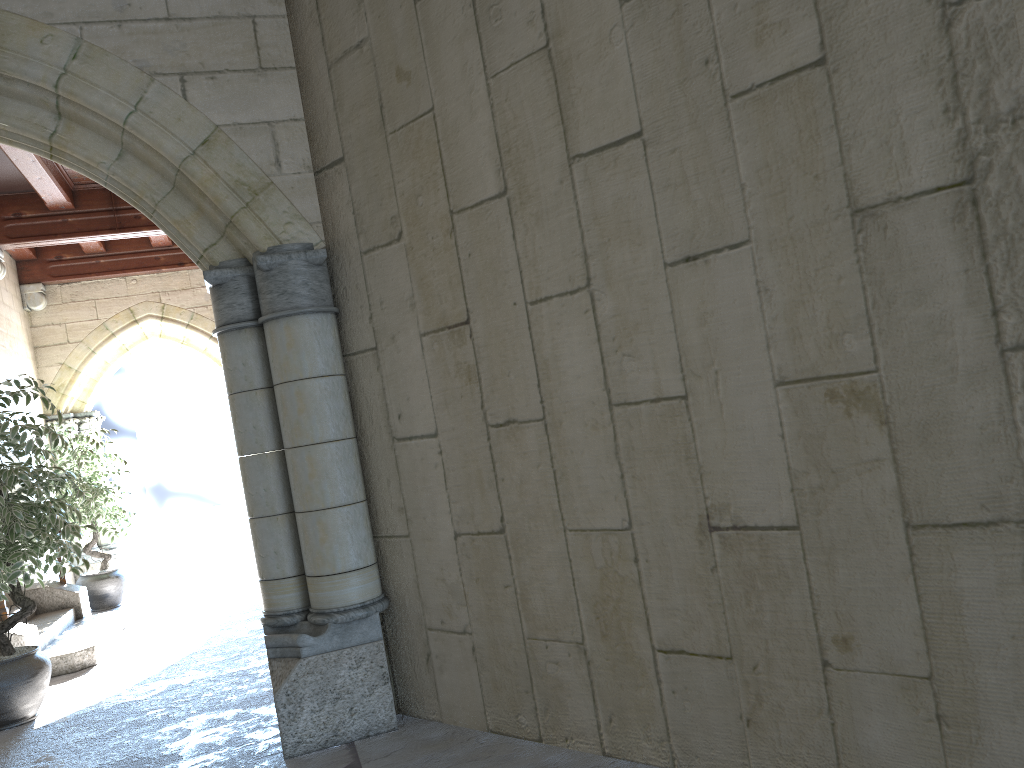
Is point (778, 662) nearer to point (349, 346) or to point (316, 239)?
point (349, 346)

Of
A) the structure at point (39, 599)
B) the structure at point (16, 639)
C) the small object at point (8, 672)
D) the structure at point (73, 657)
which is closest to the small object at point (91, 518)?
the structure at point (39, 599)

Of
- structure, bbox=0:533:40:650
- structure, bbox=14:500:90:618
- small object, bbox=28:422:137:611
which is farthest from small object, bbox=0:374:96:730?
small object, bbox=28:422:137:611

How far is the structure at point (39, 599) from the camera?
6.2 meters

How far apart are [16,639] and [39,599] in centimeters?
159cm

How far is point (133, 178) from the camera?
3.2m

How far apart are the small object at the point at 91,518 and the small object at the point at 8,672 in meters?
2.6

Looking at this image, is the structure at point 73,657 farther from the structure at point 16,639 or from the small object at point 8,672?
the small object at point 8,672

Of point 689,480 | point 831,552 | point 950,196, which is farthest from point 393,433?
point 950,196

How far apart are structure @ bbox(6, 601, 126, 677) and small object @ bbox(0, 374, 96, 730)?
0.7m
